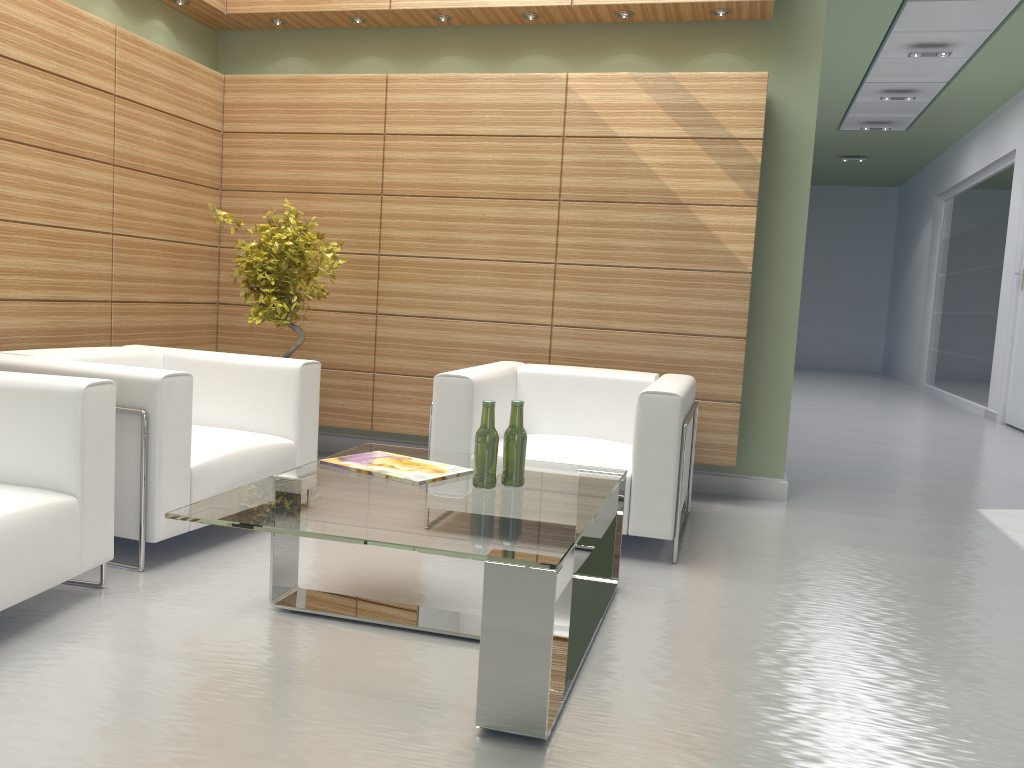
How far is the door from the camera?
15.7 meters

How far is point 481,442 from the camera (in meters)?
4.74

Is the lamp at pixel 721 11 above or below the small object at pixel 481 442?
above

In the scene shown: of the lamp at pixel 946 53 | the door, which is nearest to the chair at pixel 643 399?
the lamp at pixel 946 53

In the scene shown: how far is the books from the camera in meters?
4.9

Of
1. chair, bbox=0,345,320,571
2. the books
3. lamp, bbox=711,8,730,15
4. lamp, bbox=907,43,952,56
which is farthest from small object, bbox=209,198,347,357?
lamp, bbox=907,43,952,56

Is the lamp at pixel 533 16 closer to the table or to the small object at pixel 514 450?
the table

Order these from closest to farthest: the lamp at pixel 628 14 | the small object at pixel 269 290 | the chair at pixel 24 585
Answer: the chair at pixel 24 585 < the small object at pixel 269 290 < the lamp at pixel 628 14

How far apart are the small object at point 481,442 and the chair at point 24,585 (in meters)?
2.05

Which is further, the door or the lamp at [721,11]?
the door
